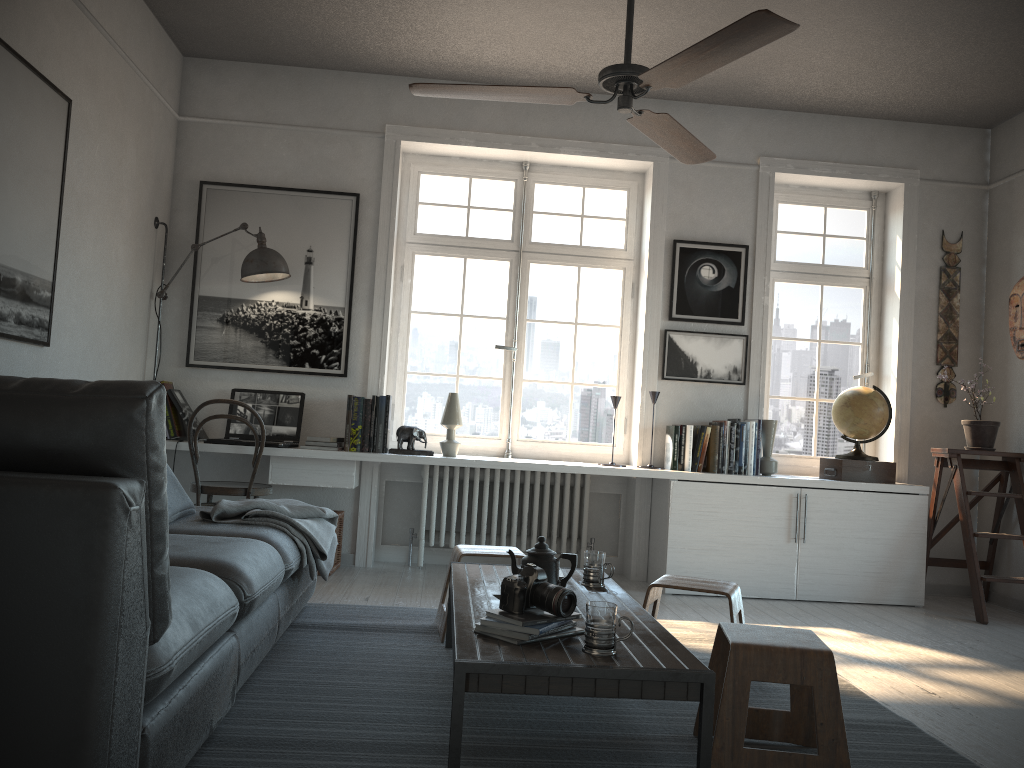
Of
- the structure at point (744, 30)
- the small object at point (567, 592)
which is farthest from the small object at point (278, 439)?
the small object at point (567, 592)

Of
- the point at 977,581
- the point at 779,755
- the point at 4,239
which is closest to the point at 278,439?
the point at 4,239

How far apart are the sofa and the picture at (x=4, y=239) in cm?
76

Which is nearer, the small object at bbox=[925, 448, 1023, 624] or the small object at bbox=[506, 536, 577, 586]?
the small object at bbox=[506, 536, 577, 586]

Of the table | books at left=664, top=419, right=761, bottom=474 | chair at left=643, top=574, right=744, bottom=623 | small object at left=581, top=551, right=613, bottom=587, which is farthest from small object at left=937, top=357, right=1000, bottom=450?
small object at left=581, top=551, right=613, bottom=587

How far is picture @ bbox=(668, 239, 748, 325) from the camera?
5.3 meters

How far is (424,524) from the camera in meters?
5.2

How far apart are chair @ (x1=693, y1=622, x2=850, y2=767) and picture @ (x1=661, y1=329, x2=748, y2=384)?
2.9 meters

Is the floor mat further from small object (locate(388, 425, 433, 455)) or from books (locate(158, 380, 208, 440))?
books (locate(158, 380, 208, 440))

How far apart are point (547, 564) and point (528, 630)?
0.5m
